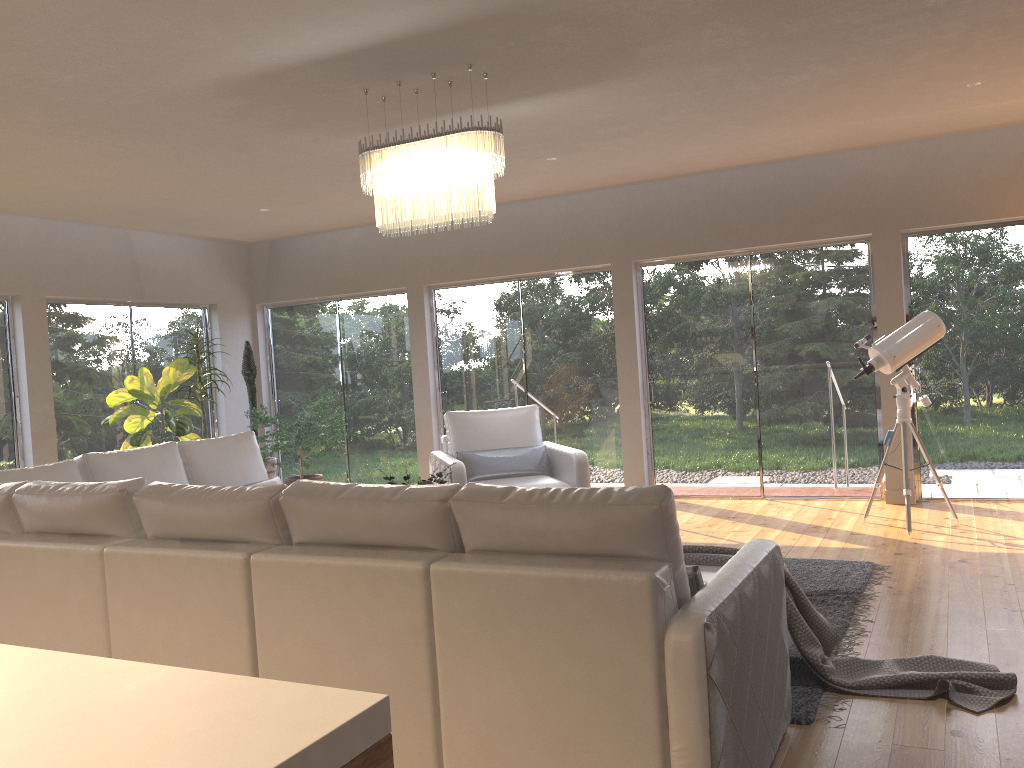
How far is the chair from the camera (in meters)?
6.22

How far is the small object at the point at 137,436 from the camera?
7.5m

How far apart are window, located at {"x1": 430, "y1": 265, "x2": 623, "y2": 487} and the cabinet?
7.2m

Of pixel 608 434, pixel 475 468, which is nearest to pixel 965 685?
pixel 475 468

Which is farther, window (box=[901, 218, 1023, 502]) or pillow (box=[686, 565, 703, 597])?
window (box=[901, 218, 1023, 502])

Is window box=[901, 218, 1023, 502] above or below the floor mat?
above

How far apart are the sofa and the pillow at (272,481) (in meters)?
0.12

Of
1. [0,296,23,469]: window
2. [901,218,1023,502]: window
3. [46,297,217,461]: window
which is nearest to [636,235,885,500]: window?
[901,218,1023,502]: window

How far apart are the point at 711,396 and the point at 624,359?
0.83m

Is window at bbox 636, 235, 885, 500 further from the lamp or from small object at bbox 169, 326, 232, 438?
small object at bbox 169, 326, 232, 438
